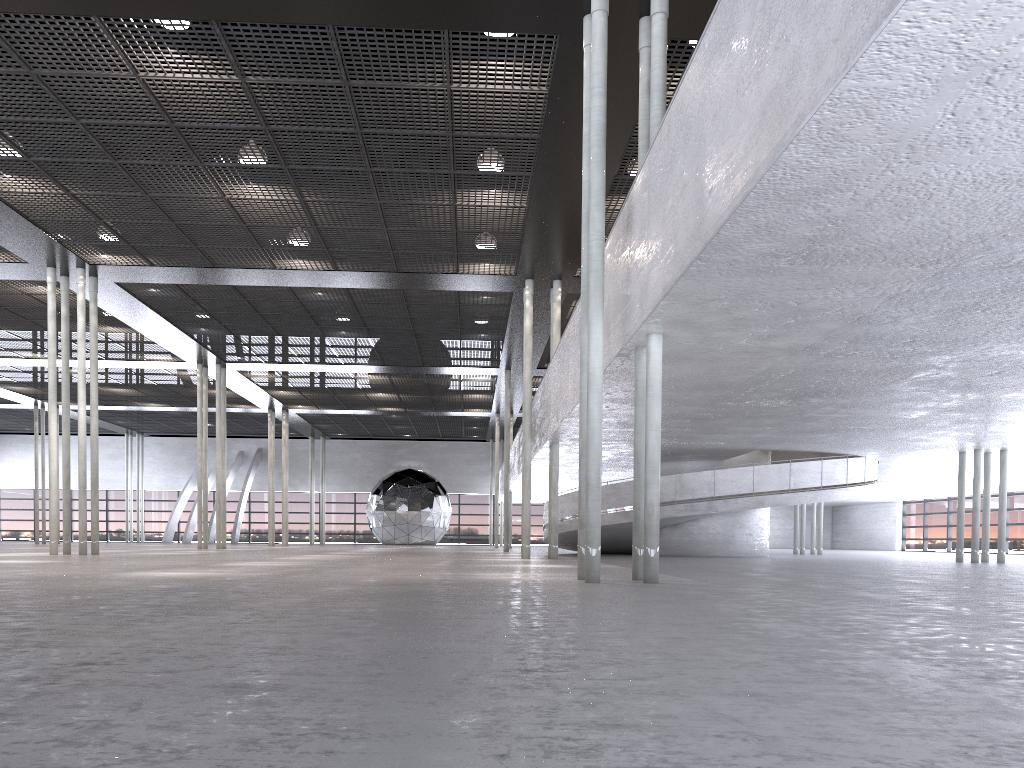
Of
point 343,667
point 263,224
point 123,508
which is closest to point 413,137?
point 263,224

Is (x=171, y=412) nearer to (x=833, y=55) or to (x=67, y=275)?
(x=67, y=275)

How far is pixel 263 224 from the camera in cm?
1648

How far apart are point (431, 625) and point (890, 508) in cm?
4478
